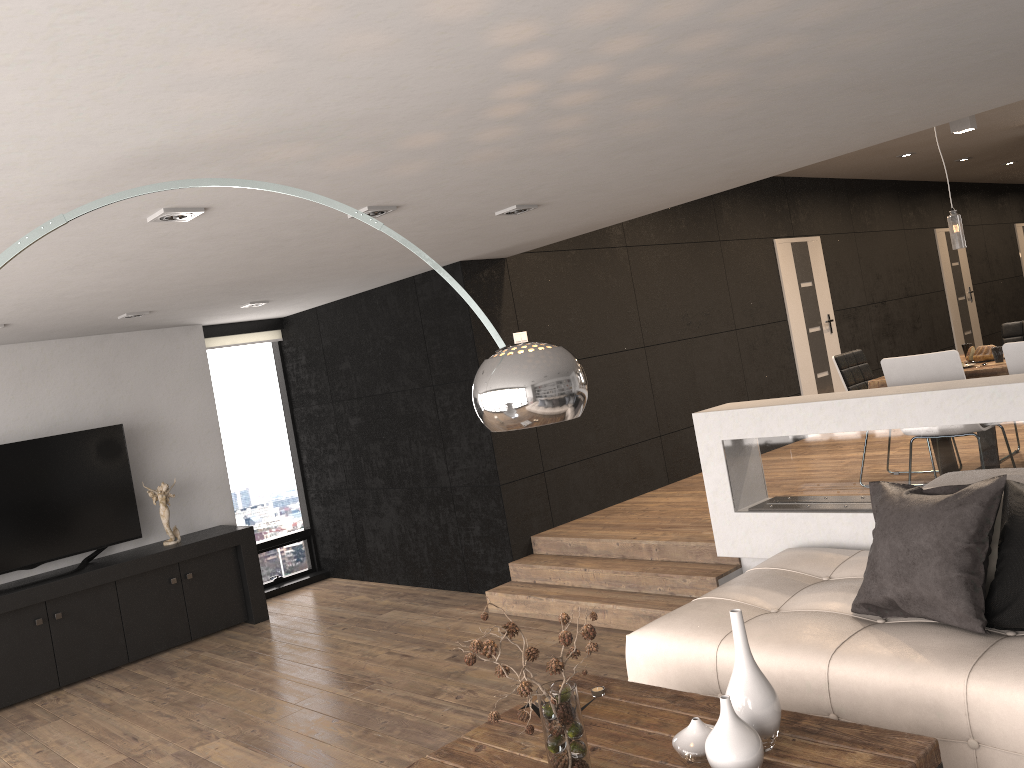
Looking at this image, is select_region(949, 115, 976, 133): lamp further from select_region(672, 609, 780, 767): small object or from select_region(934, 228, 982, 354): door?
select_region(672, 609, 780, 767): small object

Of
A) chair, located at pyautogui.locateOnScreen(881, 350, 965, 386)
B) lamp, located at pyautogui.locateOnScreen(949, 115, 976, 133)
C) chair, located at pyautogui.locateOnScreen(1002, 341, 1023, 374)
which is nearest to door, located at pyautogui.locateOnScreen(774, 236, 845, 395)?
lamp, located at pyautogui.locateOnScreen(949, 115, 976, 133)

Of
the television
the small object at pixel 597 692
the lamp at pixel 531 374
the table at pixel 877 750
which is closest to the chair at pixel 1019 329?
the table at pixel 877 750

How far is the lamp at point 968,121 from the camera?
7.3 meters

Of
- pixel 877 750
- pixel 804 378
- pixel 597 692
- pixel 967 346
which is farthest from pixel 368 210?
pixel 804 378

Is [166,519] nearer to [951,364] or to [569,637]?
[569,637]

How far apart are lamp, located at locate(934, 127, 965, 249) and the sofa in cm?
240

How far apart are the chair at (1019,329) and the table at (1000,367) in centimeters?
142cm

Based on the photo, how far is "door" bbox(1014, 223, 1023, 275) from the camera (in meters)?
14.57

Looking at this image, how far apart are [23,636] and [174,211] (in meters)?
4.12
